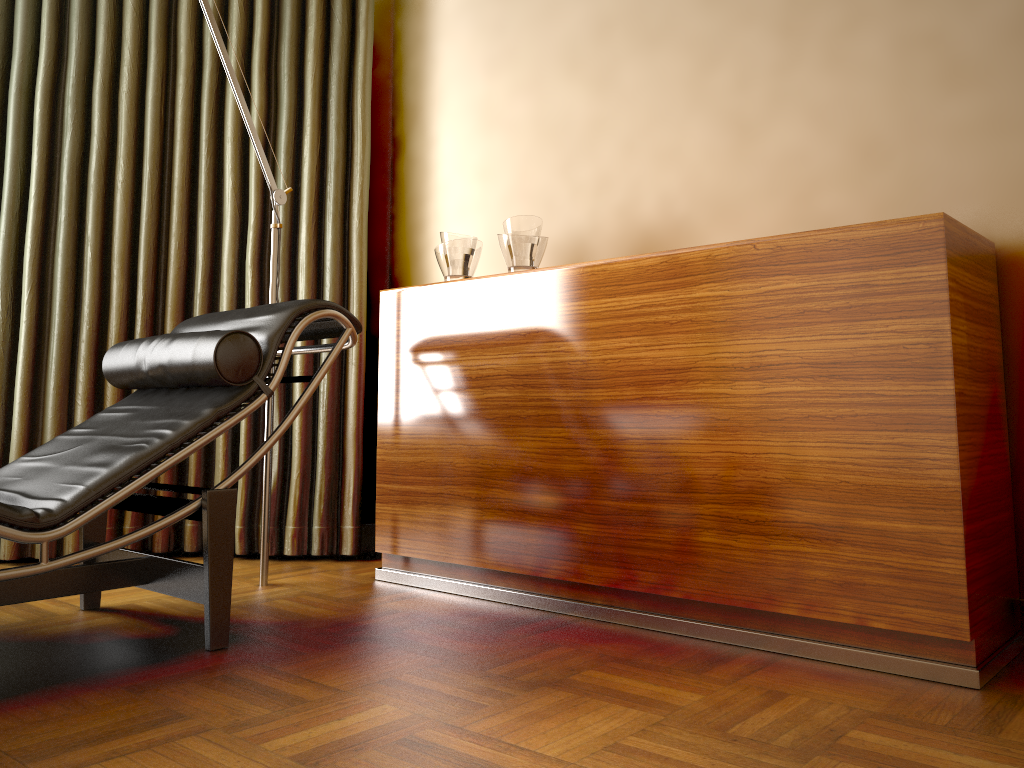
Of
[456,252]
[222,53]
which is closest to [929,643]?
[456,252]

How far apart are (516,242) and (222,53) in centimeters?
102cm

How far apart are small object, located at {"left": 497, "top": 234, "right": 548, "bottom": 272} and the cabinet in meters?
0.1 m

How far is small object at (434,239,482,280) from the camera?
2.7m

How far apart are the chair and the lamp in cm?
23

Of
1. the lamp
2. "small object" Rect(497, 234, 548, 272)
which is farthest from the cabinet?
the lamp

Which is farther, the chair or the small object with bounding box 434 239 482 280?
the small object with bounding box 434 239 482 280

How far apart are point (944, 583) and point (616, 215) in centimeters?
147cm

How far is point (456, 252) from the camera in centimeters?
273cm

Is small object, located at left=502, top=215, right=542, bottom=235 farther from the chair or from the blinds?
the blinds
